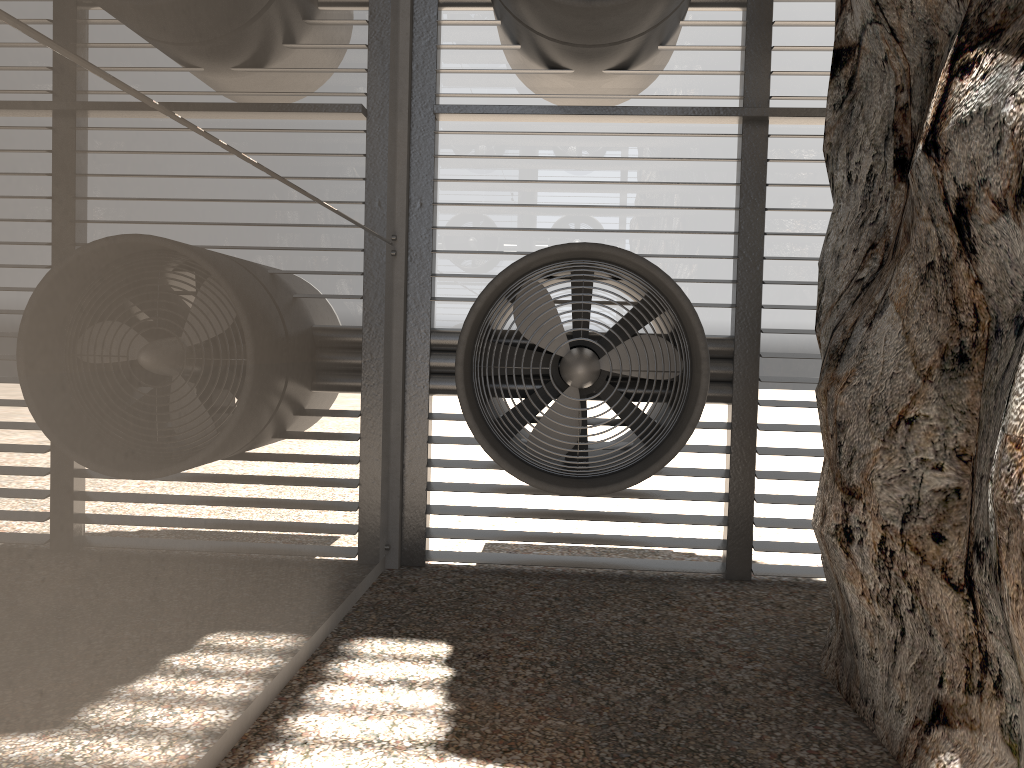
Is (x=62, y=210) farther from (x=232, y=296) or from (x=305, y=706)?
(x=305, y=706)
